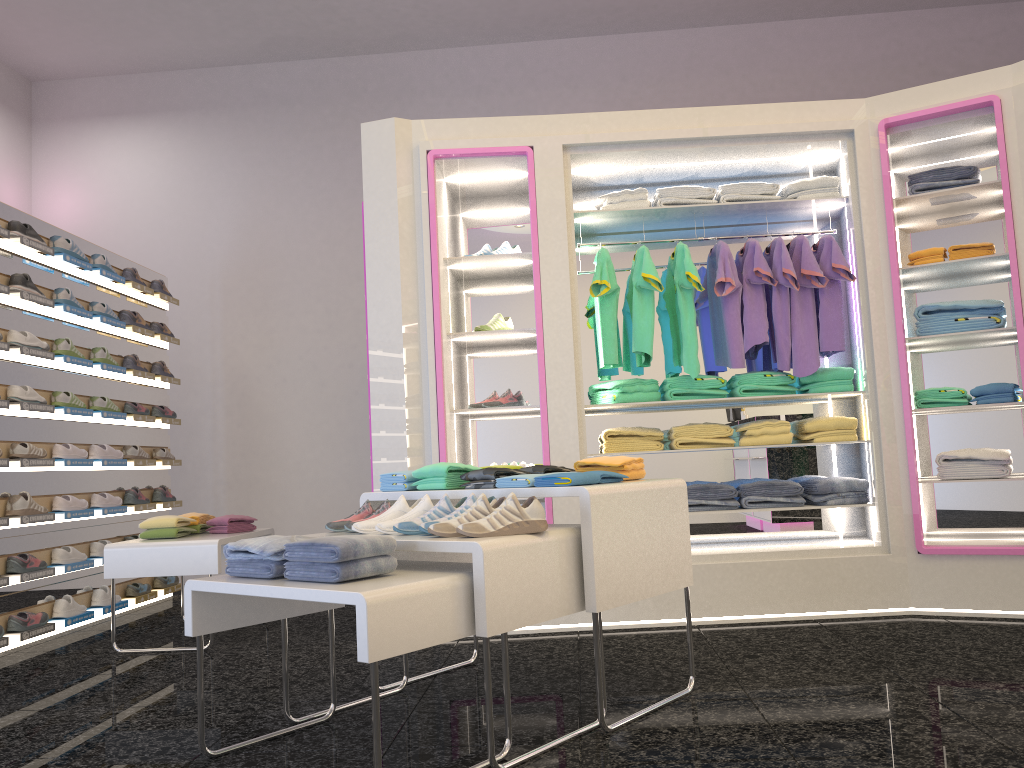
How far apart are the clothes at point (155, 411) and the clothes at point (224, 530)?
1.8 meters

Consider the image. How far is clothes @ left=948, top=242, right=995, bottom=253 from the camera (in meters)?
4.54

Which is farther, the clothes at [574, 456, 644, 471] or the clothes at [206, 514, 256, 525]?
the clothes at [206, 514, 256, 525]

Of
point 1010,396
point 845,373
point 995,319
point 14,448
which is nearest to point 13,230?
point 14,448

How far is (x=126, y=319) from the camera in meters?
6.1

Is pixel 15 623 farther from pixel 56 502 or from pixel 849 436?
pixel 849 436

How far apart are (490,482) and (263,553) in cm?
85

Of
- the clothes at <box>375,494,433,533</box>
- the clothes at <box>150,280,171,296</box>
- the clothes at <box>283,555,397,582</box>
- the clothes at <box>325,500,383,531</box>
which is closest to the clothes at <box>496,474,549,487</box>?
the clothes at <box>375,494,433,533</box>

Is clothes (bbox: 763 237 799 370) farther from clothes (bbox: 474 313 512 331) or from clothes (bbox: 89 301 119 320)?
clothes (bbox: 89 301 119 320)

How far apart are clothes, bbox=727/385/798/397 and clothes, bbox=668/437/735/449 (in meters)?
0.26
